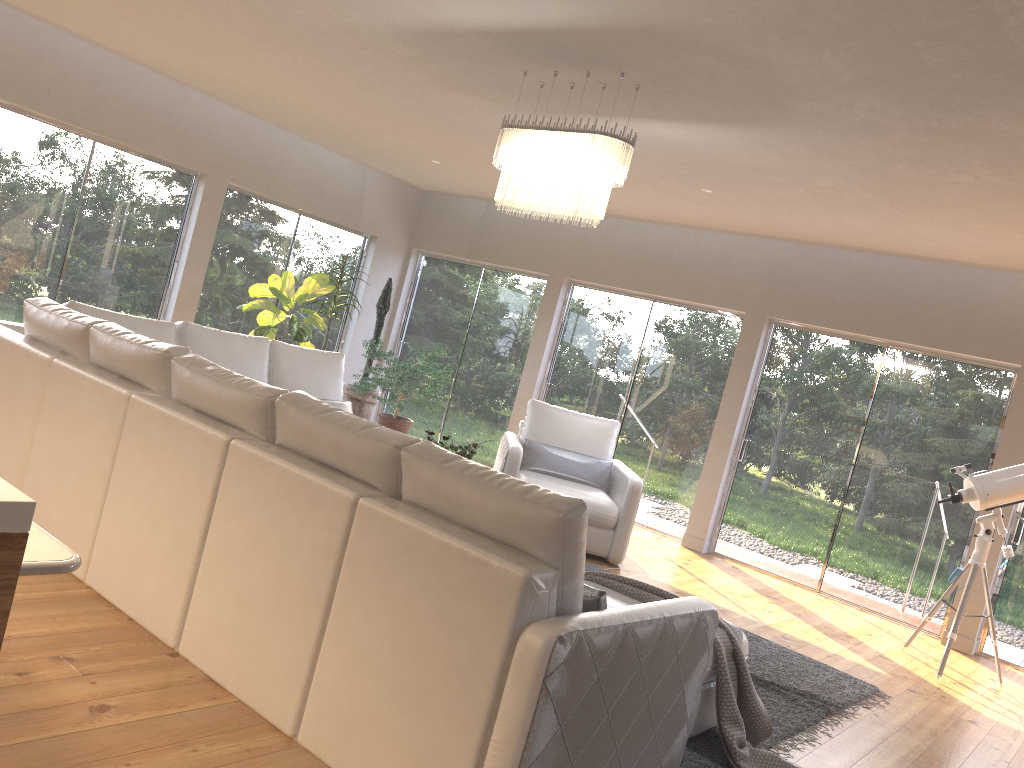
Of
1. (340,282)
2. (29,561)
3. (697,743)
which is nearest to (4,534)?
(29,561)

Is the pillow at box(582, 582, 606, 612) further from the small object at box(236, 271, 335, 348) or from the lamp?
the small object at box(236, 271, 335, 348)

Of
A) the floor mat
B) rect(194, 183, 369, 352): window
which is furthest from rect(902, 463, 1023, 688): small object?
rect(194, 183, 369, 352): window

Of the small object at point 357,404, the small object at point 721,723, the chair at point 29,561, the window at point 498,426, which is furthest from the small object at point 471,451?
the small object at point 357,404

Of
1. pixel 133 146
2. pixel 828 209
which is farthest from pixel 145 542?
pixel 133 146

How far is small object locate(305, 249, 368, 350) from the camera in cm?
867

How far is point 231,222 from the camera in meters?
8.6

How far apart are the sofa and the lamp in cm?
183

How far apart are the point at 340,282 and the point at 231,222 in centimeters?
119cm

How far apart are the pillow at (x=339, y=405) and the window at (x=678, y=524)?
3.37m
